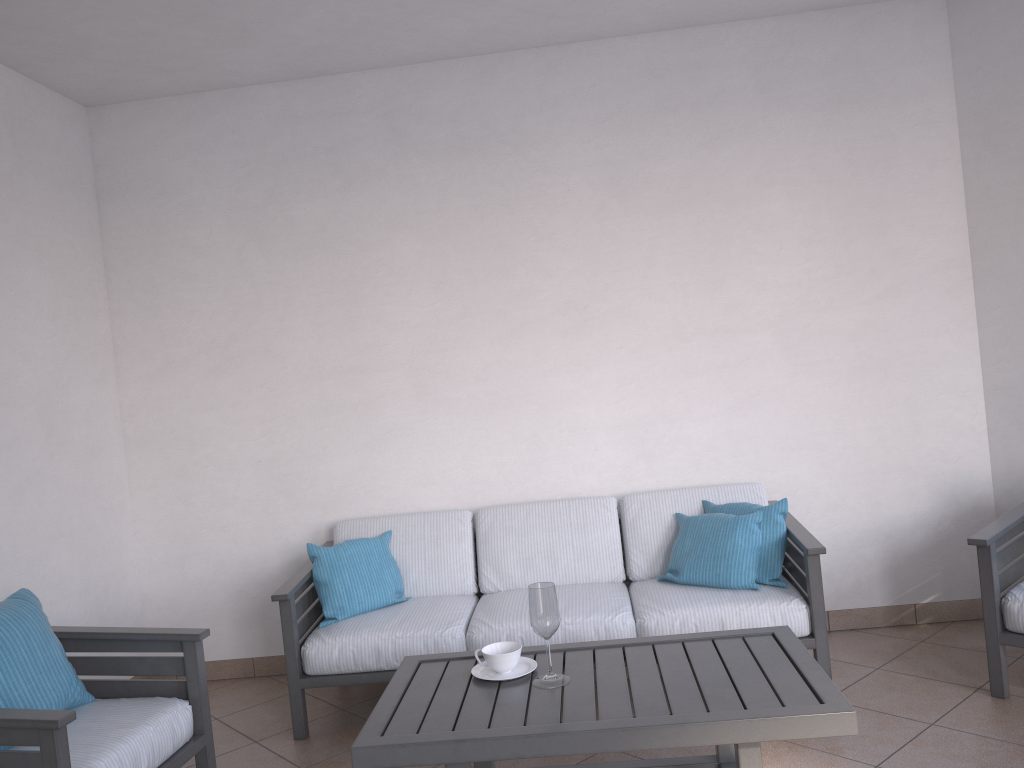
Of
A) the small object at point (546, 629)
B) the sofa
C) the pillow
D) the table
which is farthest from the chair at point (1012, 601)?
the small object at point (546, 629)

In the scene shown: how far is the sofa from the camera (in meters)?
3.44

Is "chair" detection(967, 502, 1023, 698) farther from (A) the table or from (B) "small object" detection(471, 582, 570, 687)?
(B) "small object" detection(471, 582, 570, 687)

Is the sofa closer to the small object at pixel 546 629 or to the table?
the table

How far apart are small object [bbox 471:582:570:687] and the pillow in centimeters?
113cm

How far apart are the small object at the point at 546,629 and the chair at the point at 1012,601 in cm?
168

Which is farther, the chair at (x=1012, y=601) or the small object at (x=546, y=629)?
the chair at (x=1012, y=601)

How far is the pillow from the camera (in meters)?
3.58

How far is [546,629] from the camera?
2.5m

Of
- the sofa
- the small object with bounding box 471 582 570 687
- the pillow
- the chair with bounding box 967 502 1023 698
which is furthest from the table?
the chair with bounding box 967 502 1023 698
